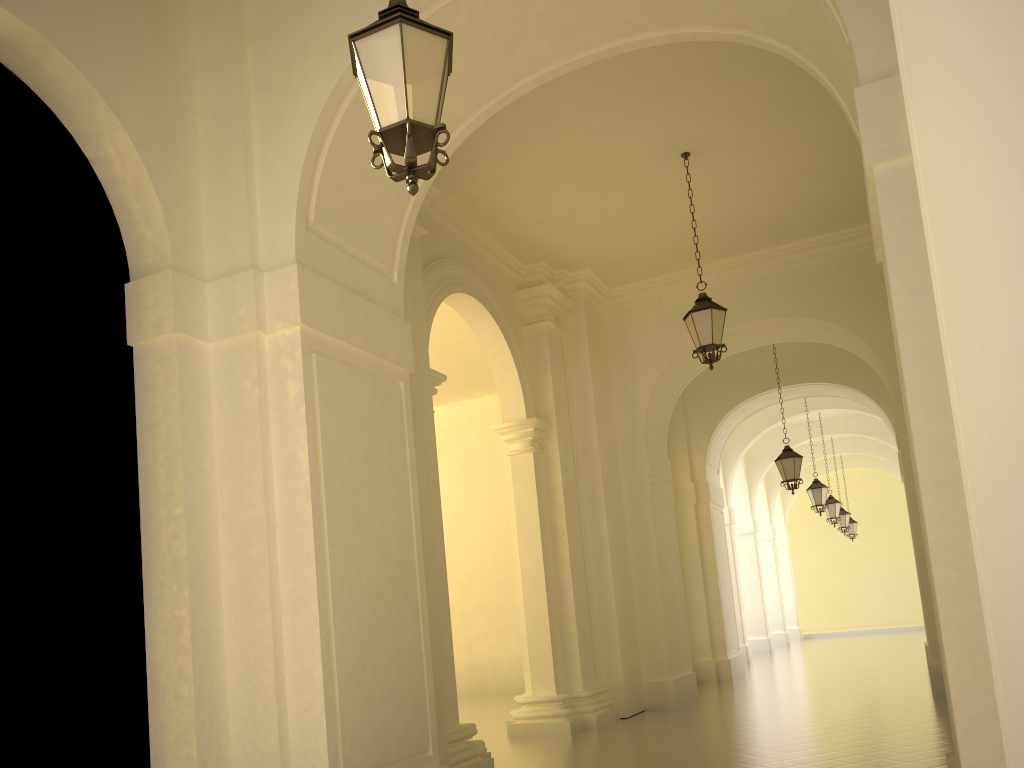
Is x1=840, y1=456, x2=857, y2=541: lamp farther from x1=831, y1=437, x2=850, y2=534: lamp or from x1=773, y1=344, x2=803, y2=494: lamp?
x1=773, y1=344, x2=803, y2=494: lamp

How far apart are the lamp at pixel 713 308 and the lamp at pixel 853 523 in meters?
22.7

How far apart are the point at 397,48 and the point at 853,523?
29.55m

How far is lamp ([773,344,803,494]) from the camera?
15.31m

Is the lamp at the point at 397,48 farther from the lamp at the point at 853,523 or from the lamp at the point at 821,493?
the lamp at the point at 853,523

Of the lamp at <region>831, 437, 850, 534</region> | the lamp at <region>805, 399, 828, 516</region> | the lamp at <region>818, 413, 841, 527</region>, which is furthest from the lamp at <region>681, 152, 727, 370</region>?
the lamp at <region>831, 437, 850, 534</region>

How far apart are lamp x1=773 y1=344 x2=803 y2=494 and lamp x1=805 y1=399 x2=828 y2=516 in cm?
488

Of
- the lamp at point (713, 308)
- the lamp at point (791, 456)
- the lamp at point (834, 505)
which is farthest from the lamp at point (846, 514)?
the lamp at point (713, 308)

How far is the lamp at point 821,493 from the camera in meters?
19.8

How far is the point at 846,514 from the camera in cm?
2665
